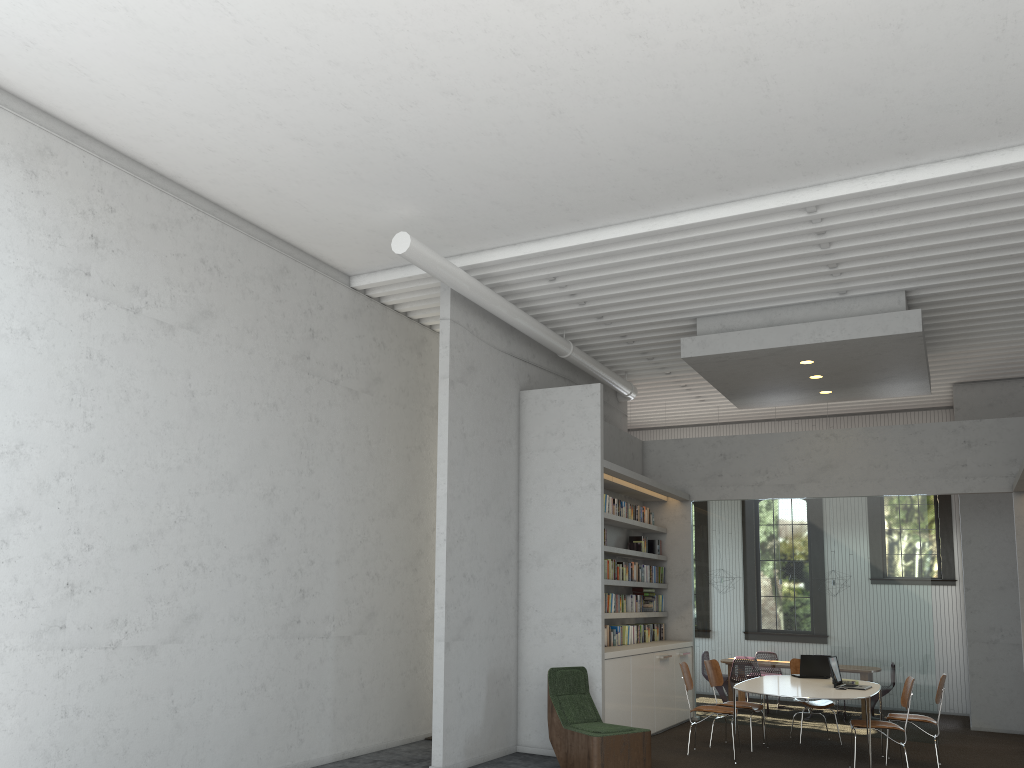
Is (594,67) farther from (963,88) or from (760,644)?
(760,644)
